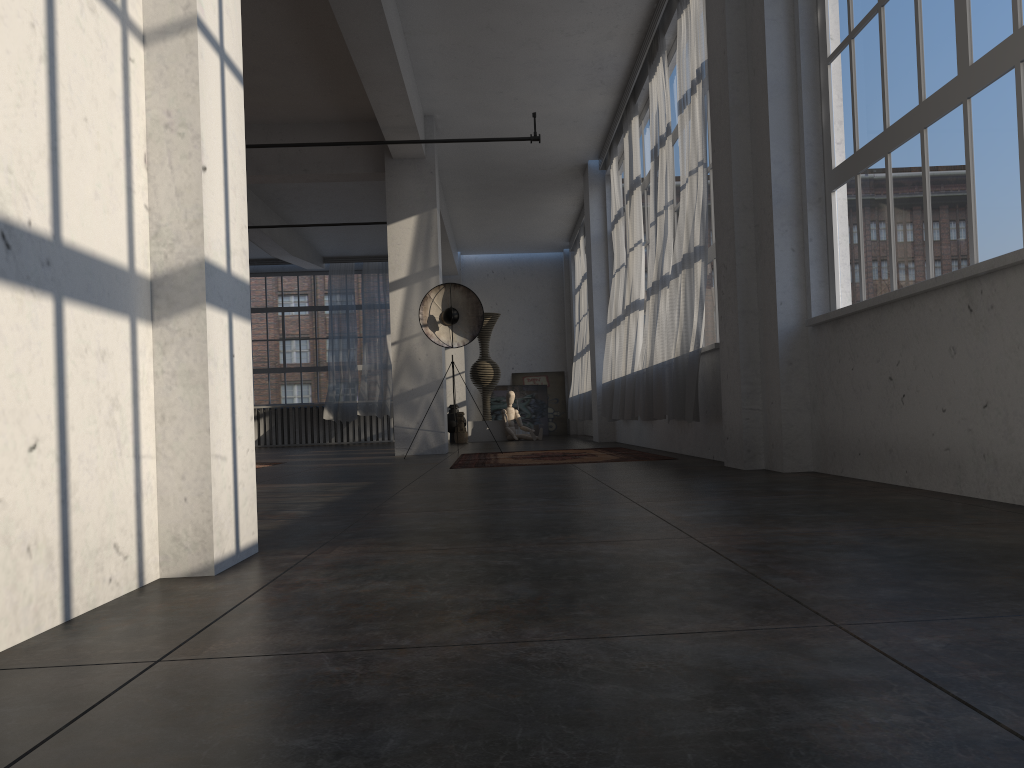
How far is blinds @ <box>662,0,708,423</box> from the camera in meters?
6.5 m

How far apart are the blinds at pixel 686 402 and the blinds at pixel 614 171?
3.7 meters

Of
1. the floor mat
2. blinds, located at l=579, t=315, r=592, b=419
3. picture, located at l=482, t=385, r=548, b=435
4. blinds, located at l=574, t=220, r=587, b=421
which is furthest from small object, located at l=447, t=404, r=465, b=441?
the floor mat

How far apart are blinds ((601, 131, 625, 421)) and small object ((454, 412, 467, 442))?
4.0m

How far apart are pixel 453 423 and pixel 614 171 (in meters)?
6.32

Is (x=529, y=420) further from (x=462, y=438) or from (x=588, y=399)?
(x=588, y=399)

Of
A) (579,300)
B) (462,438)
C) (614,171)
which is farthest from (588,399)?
(614,171)

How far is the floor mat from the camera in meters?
7.4 m

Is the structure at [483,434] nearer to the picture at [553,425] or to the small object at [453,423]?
the small object at [453,423]

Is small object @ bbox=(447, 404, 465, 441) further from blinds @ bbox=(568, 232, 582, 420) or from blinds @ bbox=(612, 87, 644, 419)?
blinds @ bbox=(612, 87, 644, 419)
